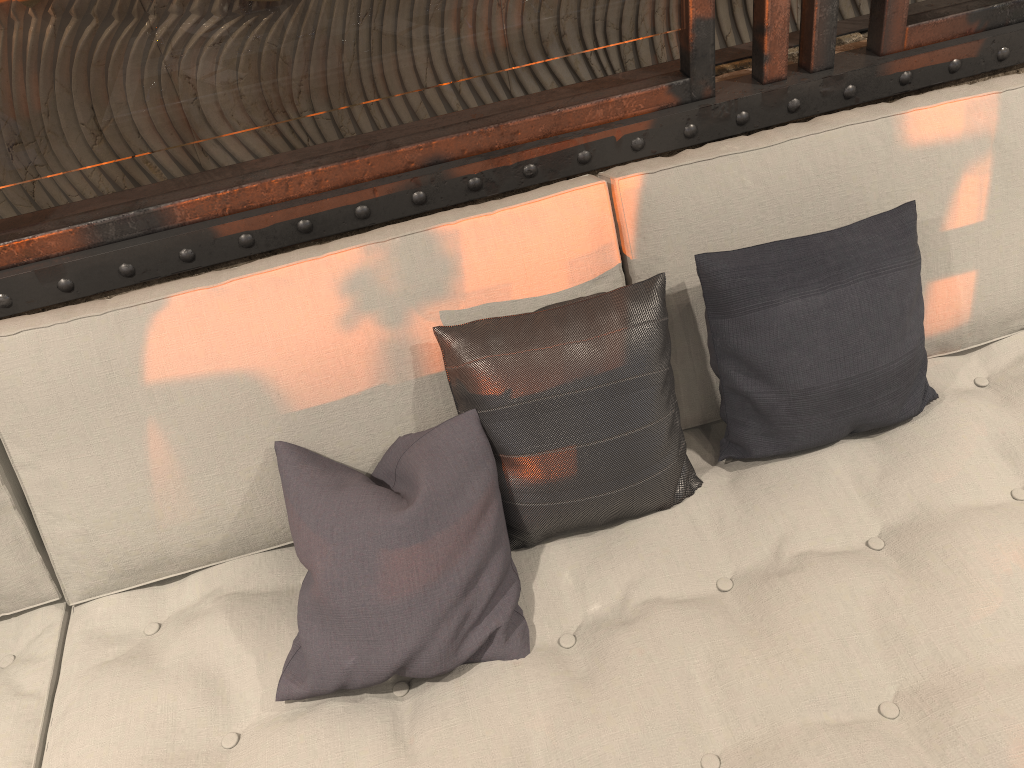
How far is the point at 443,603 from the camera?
1.3m

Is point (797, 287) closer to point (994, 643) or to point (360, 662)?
point (994, 643)

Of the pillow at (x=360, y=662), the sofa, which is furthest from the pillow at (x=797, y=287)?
the pillow at (x=360, y=662)

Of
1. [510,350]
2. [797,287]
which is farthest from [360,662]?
[797,287]

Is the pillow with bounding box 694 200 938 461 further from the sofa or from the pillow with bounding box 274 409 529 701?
the pillow with bounding box 274 409 529 701

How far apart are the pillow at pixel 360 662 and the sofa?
0.01m

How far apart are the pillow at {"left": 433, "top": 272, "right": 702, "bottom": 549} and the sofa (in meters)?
0.01

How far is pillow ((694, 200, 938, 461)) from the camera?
1.5 meters

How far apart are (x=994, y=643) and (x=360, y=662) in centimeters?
92cm

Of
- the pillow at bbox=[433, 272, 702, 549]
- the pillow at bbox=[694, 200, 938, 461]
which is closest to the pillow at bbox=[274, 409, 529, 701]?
the pillow at bbox=[433, 272, 702, 549]
